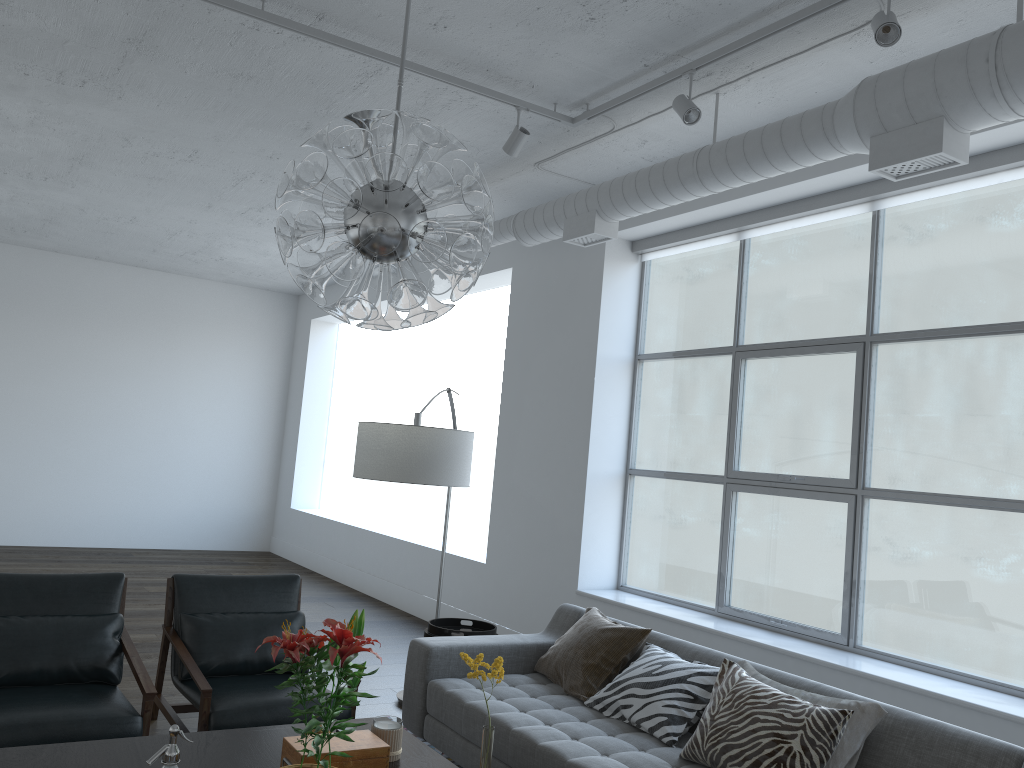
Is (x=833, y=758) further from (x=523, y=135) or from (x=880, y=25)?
(x=523, y=135)

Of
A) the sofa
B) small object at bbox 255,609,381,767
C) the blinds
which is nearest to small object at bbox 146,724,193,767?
small object at bbox 255,609,381,767

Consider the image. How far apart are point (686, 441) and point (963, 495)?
10.85m

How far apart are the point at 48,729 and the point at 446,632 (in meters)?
1.76

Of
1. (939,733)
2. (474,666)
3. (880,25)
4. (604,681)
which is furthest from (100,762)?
(880,25)

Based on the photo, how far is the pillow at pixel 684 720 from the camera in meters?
3.3 m

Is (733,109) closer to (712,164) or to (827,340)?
(712,164)

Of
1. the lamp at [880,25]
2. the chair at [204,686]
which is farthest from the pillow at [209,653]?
the lamp at [880,25]

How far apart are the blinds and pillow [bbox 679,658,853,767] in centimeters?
249cm

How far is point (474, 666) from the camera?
2.3m
